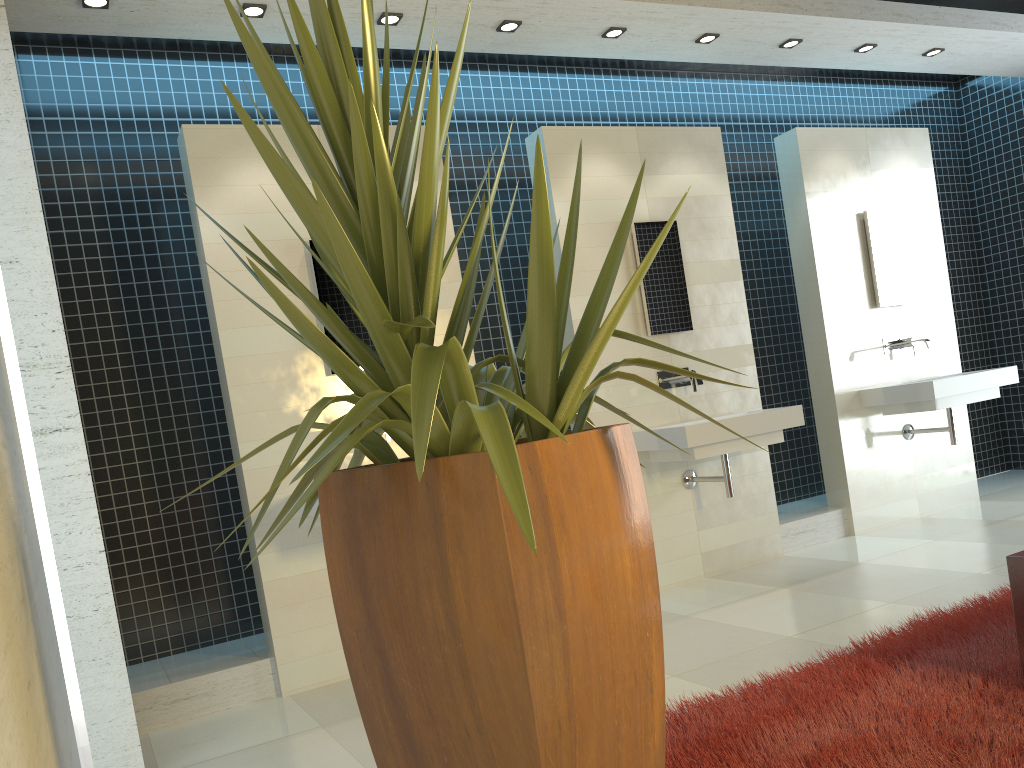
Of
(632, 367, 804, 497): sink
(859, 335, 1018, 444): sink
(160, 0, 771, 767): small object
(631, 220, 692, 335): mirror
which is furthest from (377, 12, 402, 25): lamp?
(859, 335, 1018, 444): sink

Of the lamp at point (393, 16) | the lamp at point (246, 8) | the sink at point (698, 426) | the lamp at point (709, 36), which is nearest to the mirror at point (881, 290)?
the sink at point (698, 426)

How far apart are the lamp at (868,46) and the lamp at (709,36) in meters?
1.3

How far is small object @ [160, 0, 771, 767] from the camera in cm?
149

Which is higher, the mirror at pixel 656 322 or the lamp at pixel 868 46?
the lamp at pixel 868 46

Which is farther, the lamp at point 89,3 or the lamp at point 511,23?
the lamp at point 511,23

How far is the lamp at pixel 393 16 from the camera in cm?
435

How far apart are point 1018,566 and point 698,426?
2.07m

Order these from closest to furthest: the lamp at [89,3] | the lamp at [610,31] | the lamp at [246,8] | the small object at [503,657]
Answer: the small object at [503,657], the lamp at [89,3], the lamp at [246,8], the lamp at [610,31]

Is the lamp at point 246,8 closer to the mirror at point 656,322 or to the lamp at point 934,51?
the mirror at point 656,322
